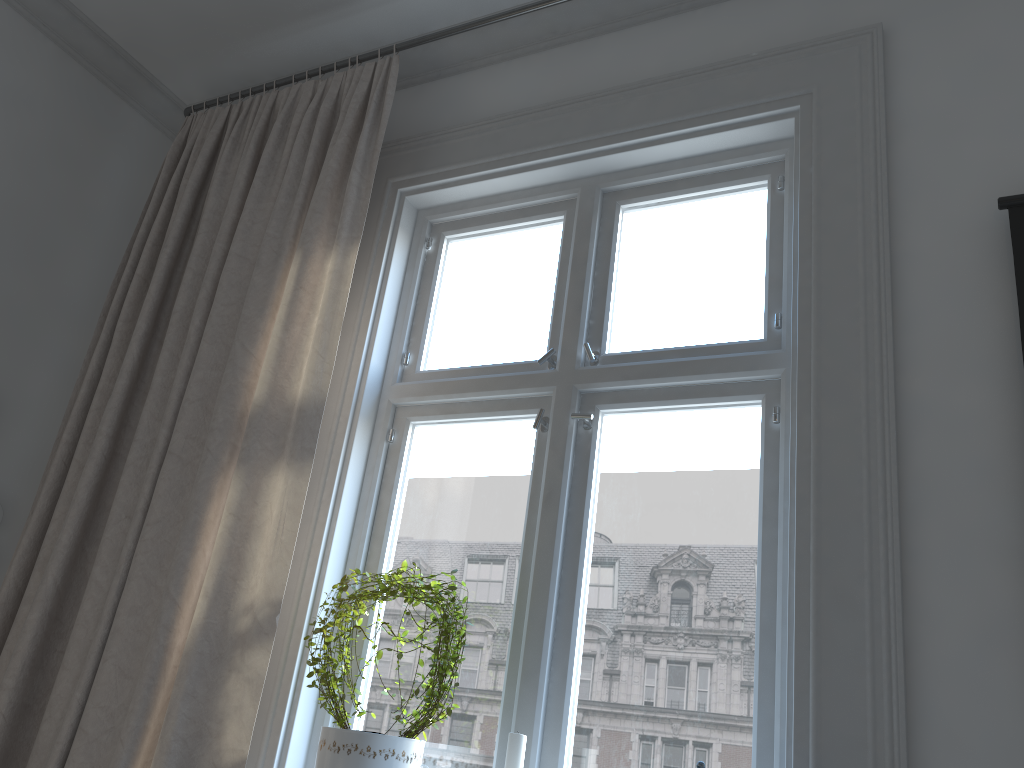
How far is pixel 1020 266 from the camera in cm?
158

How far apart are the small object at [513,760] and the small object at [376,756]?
0.20m

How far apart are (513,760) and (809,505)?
0.7 meters

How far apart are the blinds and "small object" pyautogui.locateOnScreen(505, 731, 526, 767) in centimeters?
52cm

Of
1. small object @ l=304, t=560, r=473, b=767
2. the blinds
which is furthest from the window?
the blinds

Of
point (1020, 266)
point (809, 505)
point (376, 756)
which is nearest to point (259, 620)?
point (376, 756)

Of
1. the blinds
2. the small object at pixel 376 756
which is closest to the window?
the small object at pixel 376 756

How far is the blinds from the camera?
1.8 meters

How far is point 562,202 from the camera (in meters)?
2.32

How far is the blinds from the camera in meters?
1.8
